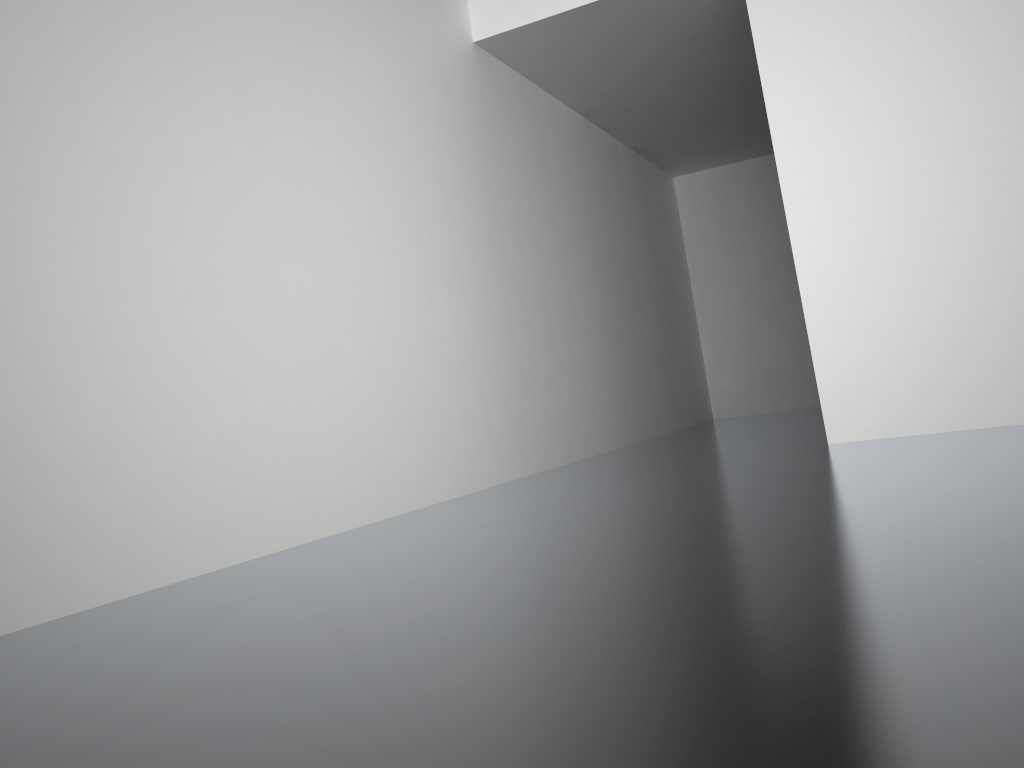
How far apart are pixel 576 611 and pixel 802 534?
0.6 meters
